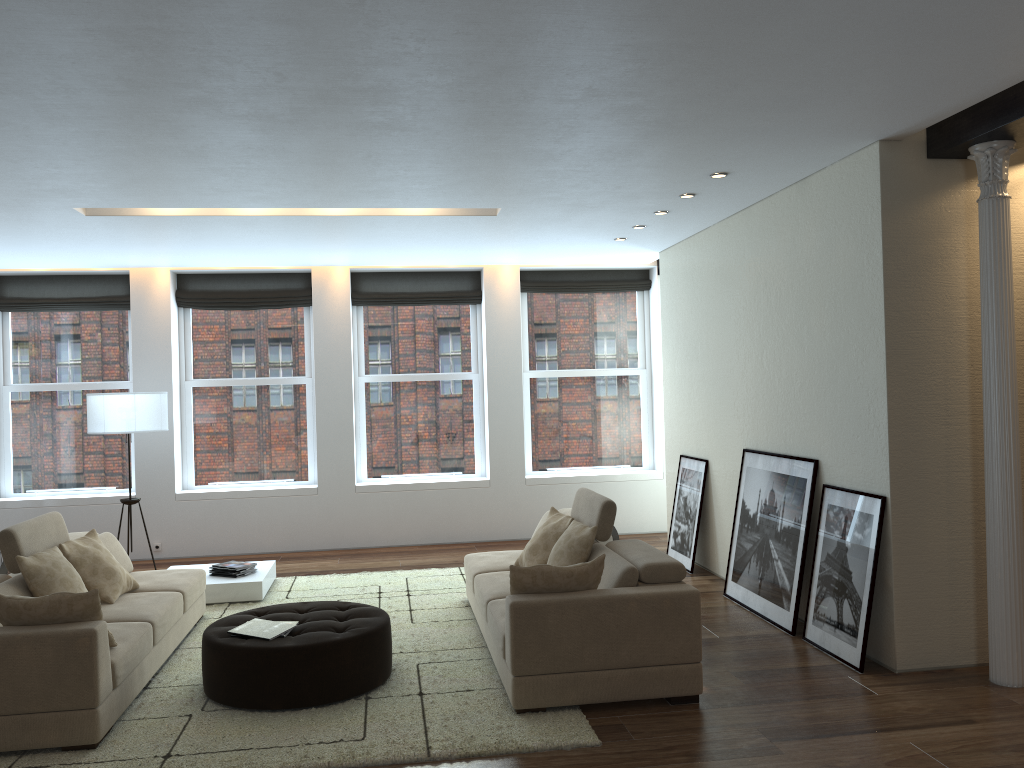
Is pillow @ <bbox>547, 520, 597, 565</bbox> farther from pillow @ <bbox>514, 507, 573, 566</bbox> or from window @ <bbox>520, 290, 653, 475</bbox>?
window @ <bbox>520, 290, 653, 475</bbox>

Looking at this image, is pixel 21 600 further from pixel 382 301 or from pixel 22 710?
pixel 382 301

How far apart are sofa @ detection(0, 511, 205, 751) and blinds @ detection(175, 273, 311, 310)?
3.6m

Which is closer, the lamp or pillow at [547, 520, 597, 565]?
pillow at [547, 520, 597, 565]

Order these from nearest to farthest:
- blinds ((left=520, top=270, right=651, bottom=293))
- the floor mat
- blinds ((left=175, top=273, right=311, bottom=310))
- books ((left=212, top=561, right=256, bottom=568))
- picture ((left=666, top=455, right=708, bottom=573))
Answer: the floor mat, books ((left=212, top=561, right=256, bottom=568)), picture ((left=666, top=455, right=708, bottom=573)), blinds ((left=175, top=273, right=311, bottom=310)), blinds ((left=520, top=270, right=651, bottom=293))

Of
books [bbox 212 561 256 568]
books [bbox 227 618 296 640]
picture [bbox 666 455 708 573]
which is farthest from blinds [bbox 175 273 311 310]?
books [bbox 227 618 296 640]

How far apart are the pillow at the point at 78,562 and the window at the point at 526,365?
4.97m

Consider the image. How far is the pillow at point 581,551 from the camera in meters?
5.3

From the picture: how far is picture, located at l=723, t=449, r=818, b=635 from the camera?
5.86m

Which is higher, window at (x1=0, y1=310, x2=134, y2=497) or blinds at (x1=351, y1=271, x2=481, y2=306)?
blinds at (x1=351, y1=271, x2=481, y2=306)
